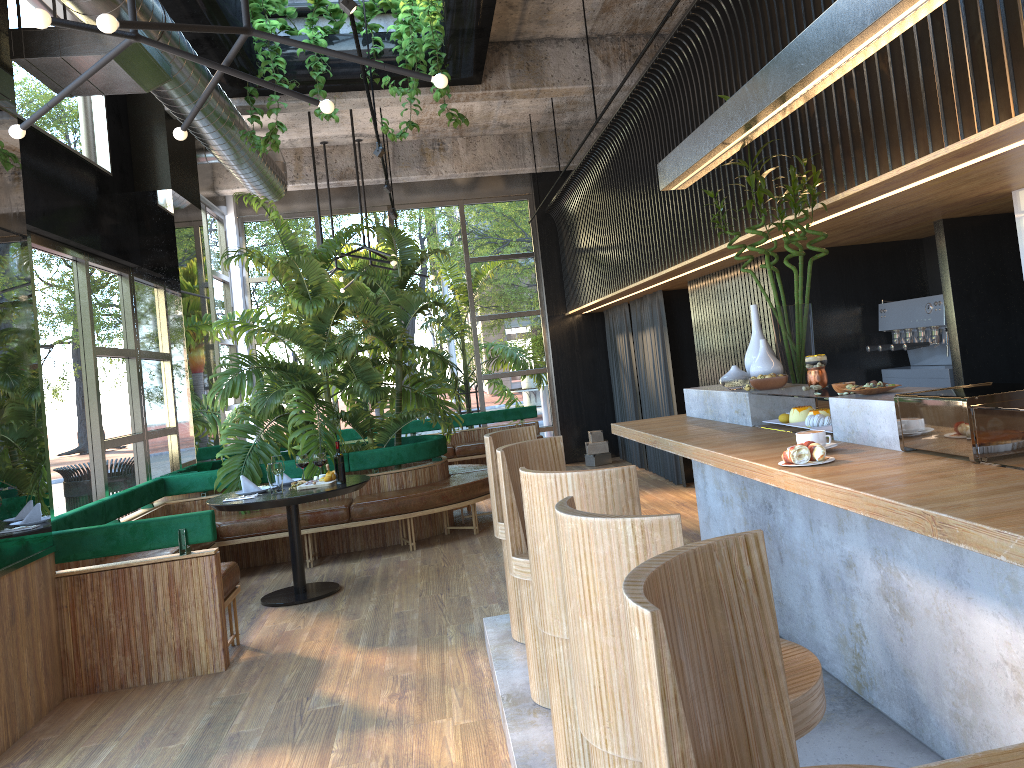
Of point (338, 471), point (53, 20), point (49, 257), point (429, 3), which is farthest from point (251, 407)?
point (338, 471)

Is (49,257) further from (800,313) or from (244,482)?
(800,313)

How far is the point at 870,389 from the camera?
3.0m

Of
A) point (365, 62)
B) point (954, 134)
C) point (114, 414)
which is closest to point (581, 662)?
point (954, 134)

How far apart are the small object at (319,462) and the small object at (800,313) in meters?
2.2 m

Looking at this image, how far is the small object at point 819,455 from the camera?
2.6 meters

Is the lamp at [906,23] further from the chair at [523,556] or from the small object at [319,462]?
the small object at [319,462]

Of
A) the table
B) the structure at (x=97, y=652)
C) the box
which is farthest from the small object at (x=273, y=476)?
the box

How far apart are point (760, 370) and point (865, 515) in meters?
2.0 m

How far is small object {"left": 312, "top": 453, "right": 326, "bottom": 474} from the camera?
2.1 meters
